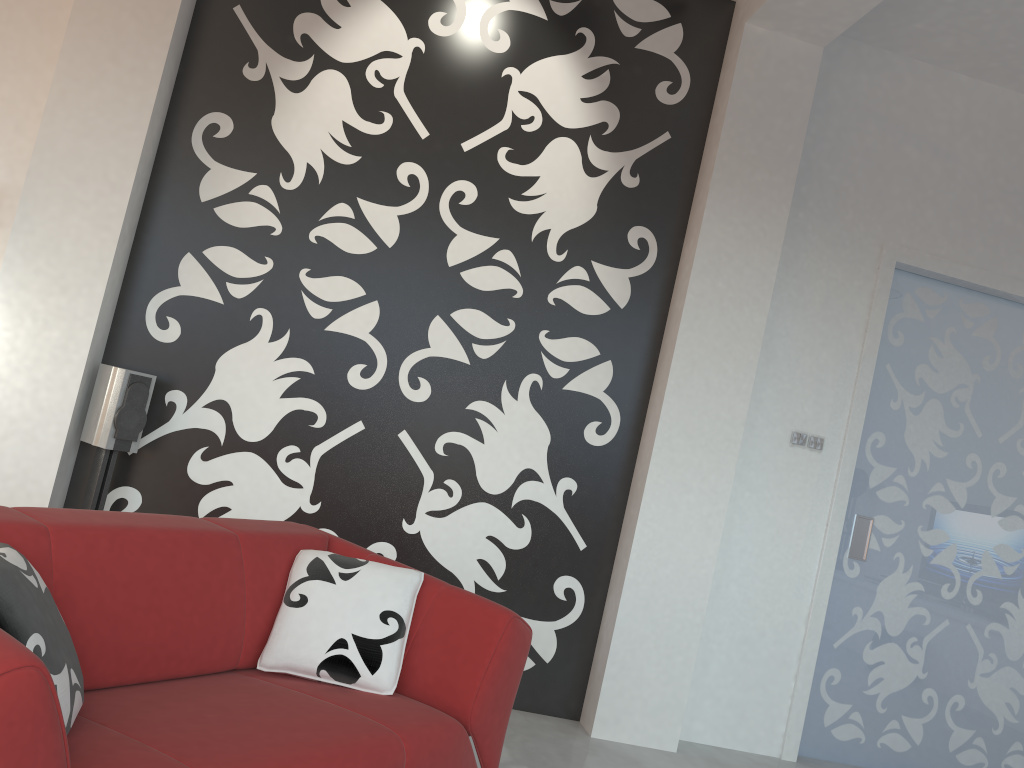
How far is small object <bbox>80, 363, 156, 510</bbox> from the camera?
3.5 meters

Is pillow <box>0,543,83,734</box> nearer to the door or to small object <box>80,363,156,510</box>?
small object <box>80,363,156,510</box>

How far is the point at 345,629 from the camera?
2.5m

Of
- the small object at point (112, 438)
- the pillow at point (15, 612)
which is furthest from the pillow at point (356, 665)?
the small object at point (112, 438)

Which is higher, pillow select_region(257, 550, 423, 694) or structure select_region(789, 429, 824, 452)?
structure select_region(789, 429, 824, 452)

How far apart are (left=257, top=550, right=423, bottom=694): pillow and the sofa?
0.02m

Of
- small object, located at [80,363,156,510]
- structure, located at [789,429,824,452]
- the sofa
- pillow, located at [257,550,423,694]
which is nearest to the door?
structure, located at [789,429,824,452]

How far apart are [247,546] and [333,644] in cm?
39

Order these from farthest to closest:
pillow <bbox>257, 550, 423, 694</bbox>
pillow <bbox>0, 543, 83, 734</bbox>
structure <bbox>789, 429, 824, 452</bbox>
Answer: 1. structure <bbox>789, 429, 824, 452</bbox>
2. pillow <bbox>257, 550, 423, 694</bbox>
3. pillow <bbox>0, 543, 83, 734</bbox>

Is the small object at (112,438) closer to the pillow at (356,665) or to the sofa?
the sofa
